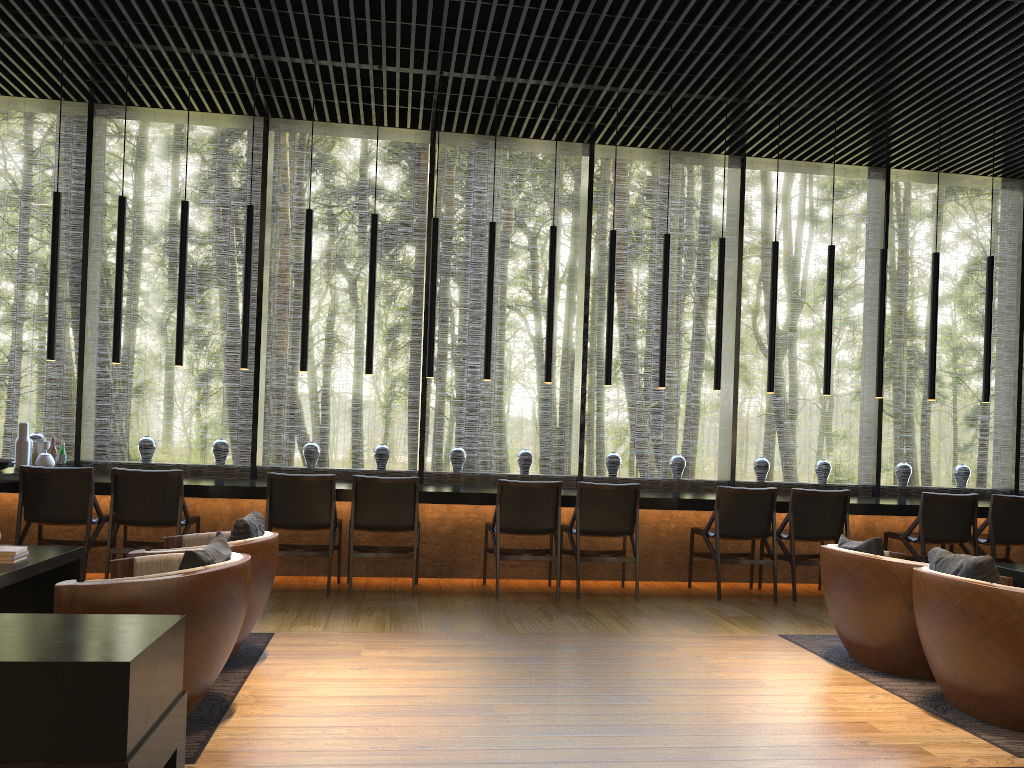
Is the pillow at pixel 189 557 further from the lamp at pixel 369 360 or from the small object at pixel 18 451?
the small object at pixel 18 451

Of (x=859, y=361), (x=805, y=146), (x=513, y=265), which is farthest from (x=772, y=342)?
(x=859, y=361)

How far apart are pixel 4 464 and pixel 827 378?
6.3m

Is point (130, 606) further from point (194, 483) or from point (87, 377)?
point (87, 377)

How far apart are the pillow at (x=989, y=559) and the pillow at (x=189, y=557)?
2.93m

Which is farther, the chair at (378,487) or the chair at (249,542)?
the chair at (378,487)

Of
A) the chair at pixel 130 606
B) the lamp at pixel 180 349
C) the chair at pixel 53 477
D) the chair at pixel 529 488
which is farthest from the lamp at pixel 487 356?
the chair at pixel 130 606

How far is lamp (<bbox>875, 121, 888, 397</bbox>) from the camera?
7.5m

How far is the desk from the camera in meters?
6.5

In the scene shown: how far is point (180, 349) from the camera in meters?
6.8
